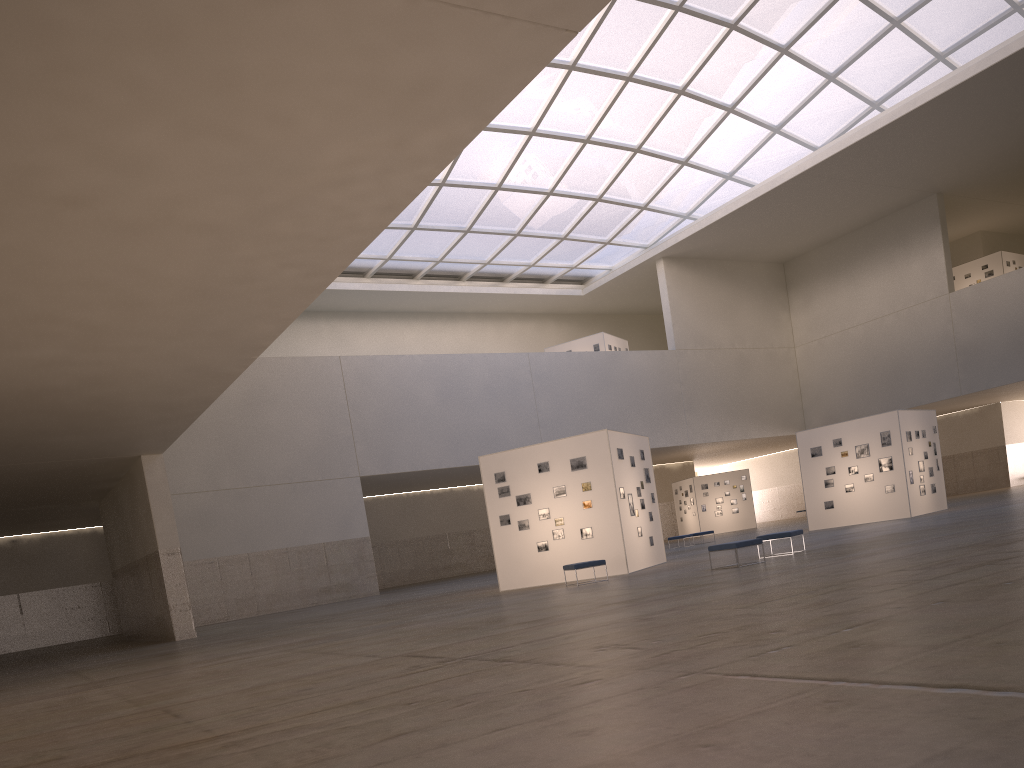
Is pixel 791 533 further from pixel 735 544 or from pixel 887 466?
pixel 887 466

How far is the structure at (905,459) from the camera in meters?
36.9 m

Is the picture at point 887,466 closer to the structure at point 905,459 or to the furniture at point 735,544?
the structure at point 905,459

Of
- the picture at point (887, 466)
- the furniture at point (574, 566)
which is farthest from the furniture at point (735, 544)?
the picture at point (887, 466)

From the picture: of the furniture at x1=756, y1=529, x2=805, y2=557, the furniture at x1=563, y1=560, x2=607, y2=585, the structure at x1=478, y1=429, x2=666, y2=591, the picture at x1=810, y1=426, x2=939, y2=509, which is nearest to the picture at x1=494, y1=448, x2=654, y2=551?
the structure at x1=478, y1=429, x2=666, y2=591

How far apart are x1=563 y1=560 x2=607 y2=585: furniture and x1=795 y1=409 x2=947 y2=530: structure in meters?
A: 18.4

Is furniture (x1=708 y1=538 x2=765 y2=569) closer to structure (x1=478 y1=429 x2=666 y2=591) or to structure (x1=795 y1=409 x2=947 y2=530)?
structure (x1=478 y1=429 x2=666 y2=591)

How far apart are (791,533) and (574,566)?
6.1m

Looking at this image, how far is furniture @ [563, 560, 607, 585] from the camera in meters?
24.7 m

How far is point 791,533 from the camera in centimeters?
2350cm
